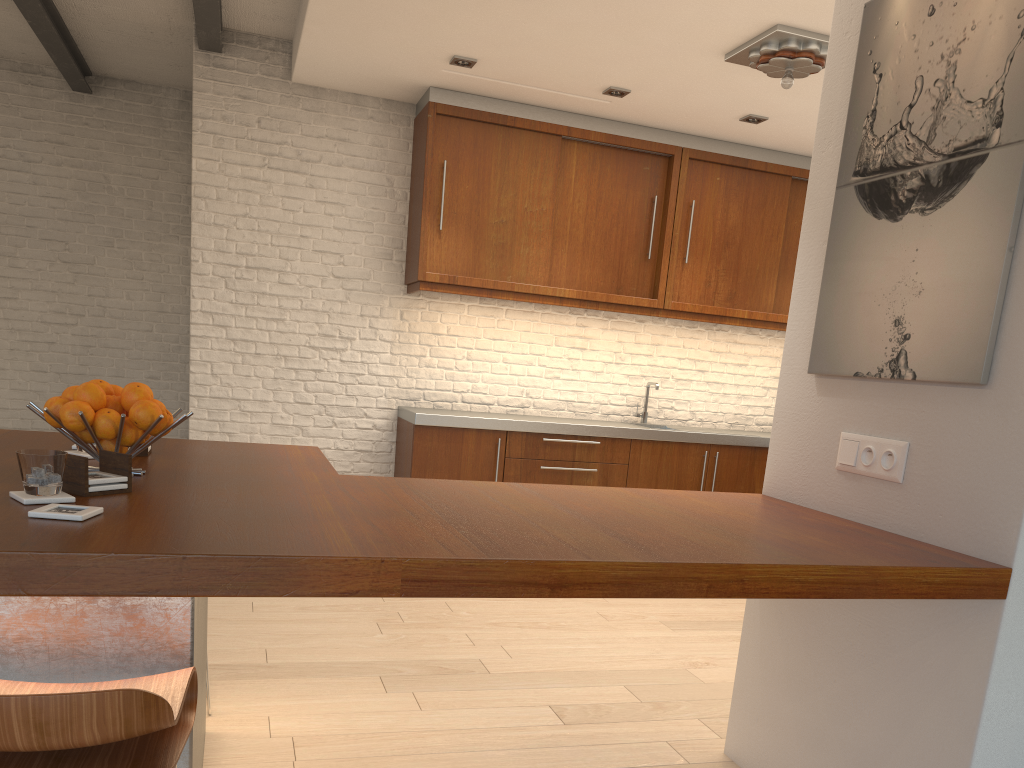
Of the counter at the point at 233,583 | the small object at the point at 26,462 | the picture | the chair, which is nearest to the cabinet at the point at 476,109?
the counter at the point at 233,583

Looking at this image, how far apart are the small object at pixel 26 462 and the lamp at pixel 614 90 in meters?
4.2 m

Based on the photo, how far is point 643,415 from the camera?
6.4m

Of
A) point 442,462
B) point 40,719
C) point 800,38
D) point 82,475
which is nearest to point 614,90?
point 800,38

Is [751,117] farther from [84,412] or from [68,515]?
[68,515]

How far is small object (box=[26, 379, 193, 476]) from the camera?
1.97m

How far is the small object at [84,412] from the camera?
2.0m

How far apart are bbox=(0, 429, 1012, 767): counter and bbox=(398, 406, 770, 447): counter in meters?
2.4 m

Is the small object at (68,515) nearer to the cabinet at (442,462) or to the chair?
the chair

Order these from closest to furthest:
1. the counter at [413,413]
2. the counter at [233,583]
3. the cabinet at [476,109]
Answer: the counter at [233,583], the counter at [413,413], the cabinet at [476,109]
